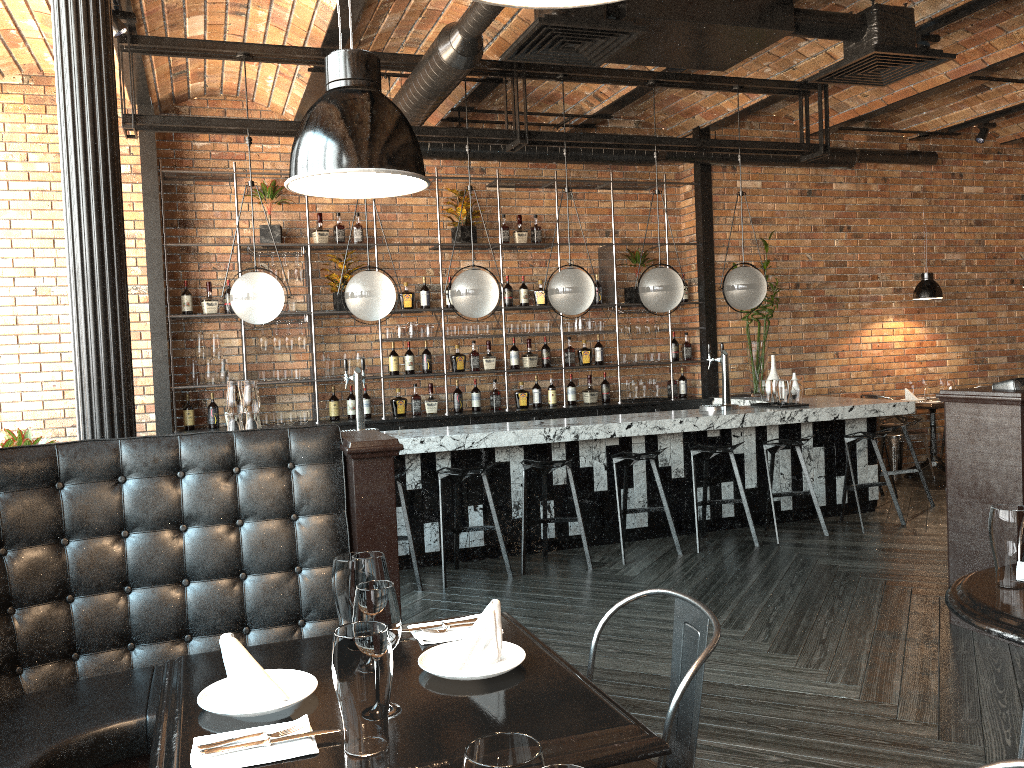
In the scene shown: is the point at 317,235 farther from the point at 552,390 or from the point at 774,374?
the point at 774,374

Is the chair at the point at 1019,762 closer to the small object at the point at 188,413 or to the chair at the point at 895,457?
the small object at the point at 188,413

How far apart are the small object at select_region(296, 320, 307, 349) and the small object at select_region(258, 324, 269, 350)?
0.3m

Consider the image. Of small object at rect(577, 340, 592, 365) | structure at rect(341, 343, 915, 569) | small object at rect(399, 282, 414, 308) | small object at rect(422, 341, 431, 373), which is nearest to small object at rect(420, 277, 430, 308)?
small object at rect(399, 282, 414, 308)

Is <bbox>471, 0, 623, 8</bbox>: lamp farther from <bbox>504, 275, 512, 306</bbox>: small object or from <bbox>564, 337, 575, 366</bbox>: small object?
<bbox>564, 337, 575, 366</bbox>: small object

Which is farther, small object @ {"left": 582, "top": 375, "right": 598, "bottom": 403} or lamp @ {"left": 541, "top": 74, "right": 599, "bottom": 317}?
small object @ {"left": 582, "top": 375, "right": 598, "bottom": 403}

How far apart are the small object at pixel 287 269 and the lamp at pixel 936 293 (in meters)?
6.12

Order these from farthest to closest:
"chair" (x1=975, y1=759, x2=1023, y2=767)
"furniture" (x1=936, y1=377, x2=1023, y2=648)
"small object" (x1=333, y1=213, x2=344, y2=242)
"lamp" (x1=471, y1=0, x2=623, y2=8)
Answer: "small object" (x1=333, y1=213, x2=344, y2=242)
"furniture" (x1=936, y1=377, x2=1023, y2=648)
"chair" (x1=975, y1=759, x2=1023, y2=767)
"lamp" (x1=471, y1=0, x2=623, y2=8)

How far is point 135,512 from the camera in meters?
2.8 m

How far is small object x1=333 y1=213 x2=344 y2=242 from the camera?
7.61m
